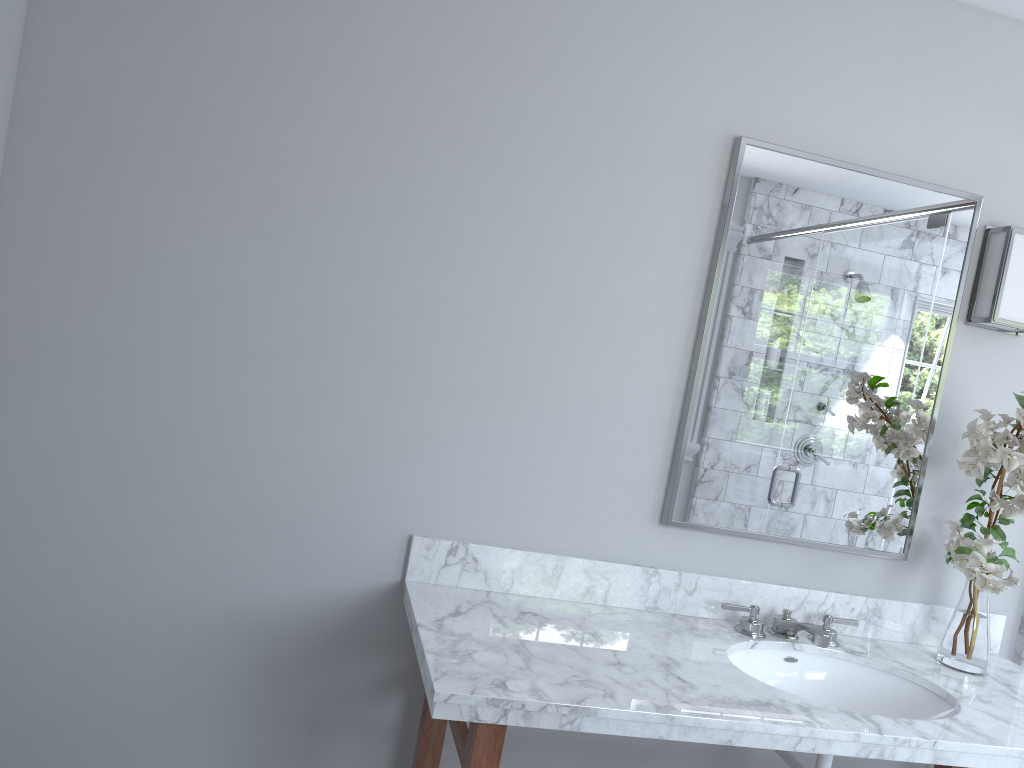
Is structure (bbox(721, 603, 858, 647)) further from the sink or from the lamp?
the lamp

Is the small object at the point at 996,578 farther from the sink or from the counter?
the sink

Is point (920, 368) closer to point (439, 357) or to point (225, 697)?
point (439, 357)

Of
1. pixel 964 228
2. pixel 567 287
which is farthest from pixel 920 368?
pixel 567 287

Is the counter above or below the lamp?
below

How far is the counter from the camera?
1.6m

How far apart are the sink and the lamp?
0.9 meters

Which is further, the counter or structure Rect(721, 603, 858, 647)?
structure Rect(721, 603, 858, 647)

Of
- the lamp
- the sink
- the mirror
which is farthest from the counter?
the lamp

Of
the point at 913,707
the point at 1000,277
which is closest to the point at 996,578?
the point at 913,707
